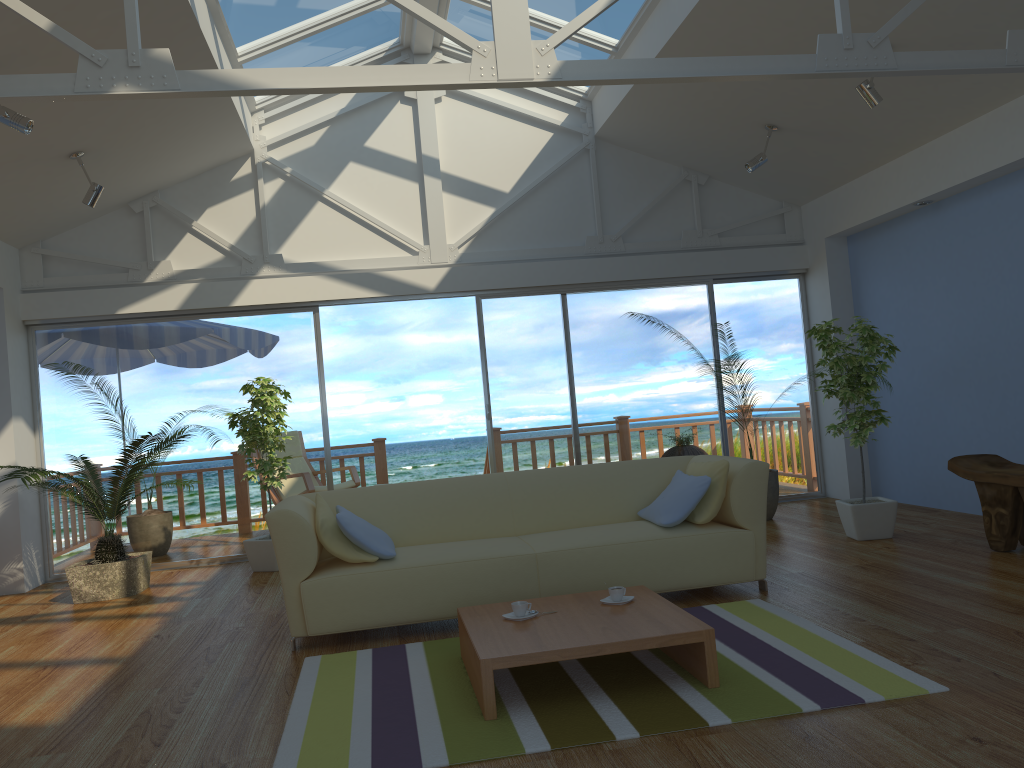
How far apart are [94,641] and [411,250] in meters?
3.9 m

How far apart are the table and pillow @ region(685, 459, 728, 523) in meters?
0.7 m

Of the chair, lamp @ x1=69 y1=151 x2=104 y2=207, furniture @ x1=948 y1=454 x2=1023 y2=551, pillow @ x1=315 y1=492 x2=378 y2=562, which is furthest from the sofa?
the chair

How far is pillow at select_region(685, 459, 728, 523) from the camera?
4.3 meters

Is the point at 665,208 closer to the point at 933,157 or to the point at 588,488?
the point at 933,157

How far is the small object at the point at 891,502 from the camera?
5.47m

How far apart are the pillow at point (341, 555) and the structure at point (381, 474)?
4.7 meters

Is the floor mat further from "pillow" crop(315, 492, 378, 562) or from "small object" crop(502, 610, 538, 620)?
"pillow" crop(315, 492, 378, 562)

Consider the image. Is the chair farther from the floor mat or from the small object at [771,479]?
the floor mat

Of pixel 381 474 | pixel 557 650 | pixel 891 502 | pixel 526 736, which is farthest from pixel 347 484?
Answer: pixel 526 736
